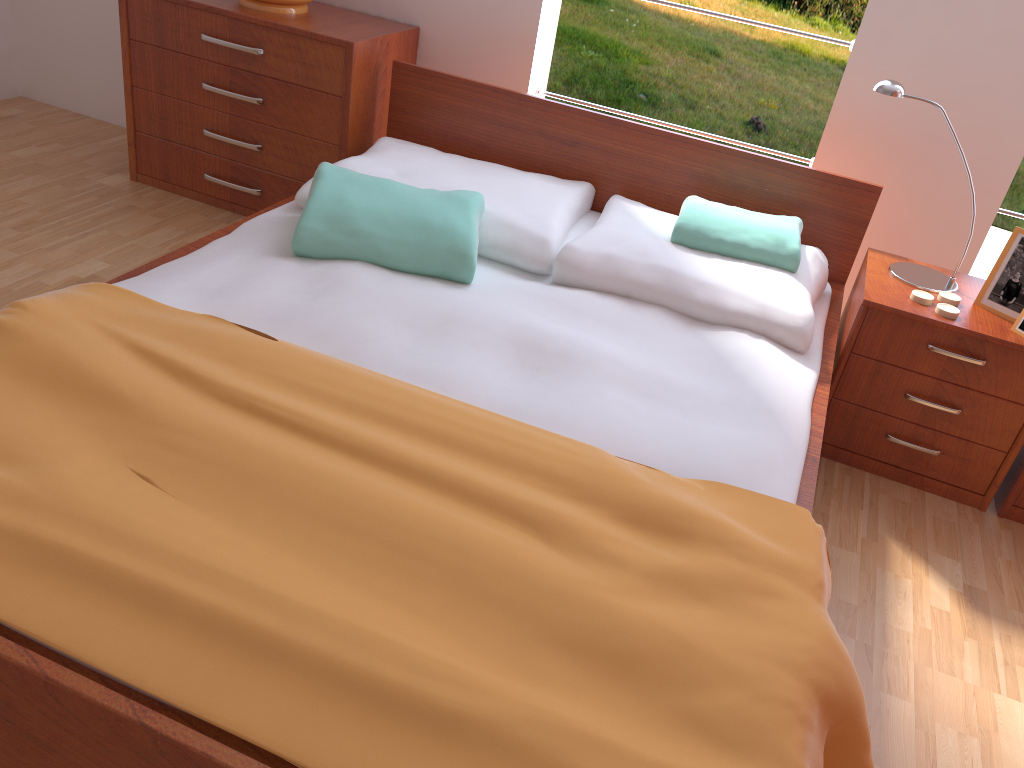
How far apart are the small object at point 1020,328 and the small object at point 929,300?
0.18m

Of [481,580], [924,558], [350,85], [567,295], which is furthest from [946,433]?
[350,85]

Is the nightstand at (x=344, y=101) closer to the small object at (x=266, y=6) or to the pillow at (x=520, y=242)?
the small object at (x=266, y=6)

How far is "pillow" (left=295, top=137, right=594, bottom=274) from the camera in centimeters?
213cm

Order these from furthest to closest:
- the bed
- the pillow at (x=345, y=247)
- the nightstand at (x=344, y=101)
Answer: the nightstand at (x=344, y=101) < the pillow at (x=345, y=247) < the bed

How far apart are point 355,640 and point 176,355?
0.7m

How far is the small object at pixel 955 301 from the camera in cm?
202

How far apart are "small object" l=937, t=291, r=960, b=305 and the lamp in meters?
0.0

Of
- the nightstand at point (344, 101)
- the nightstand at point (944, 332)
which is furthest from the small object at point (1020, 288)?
the nightstand at point (344, 101)

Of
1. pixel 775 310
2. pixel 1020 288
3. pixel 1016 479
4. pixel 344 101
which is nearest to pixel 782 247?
pixel 775 310
